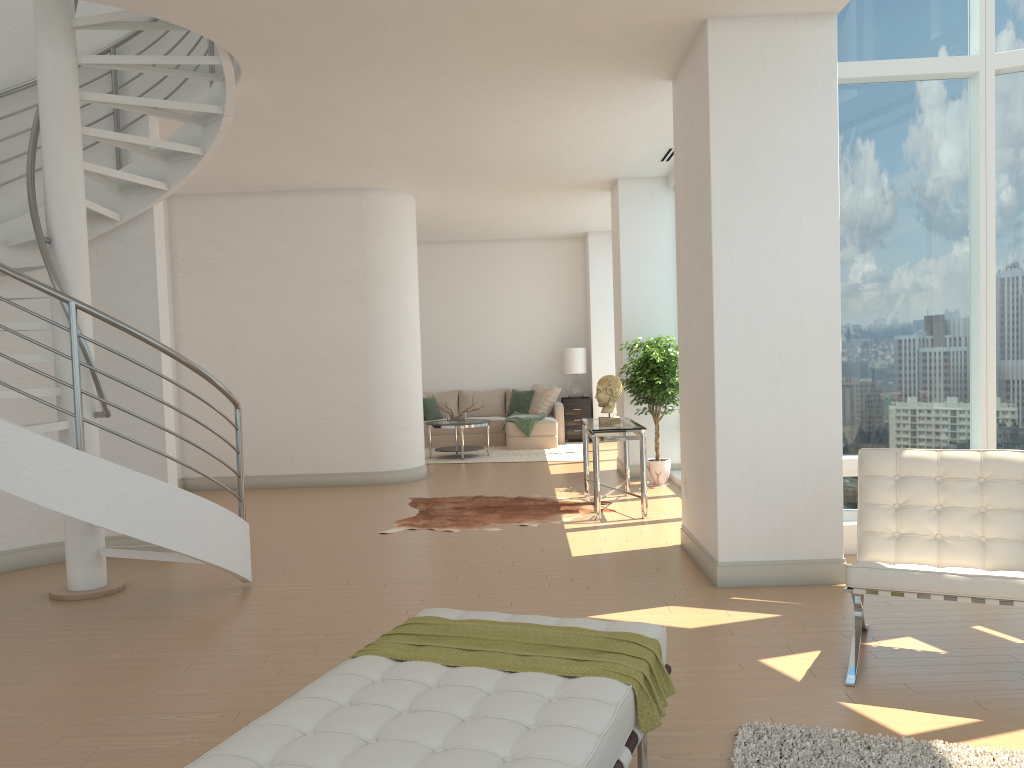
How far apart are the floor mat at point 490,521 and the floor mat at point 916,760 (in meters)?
4.24

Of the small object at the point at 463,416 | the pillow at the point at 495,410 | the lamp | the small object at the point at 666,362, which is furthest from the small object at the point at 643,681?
the pillow at the point at 495,410

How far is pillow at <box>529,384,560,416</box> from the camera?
14.14m

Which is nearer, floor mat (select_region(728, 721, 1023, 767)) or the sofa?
floor mat (select_region(728, 721, 1023, 767))

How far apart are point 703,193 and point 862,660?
2.87m

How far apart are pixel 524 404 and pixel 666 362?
5.37m

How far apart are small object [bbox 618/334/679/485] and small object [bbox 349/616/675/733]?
6.1 meters

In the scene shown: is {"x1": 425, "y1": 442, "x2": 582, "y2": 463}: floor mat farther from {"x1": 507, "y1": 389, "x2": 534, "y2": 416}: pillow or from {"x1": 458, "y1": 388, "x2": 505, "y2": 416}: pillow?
{"x1": 458, "y1": 388, "x2": 505, "y2": 416}: pillow

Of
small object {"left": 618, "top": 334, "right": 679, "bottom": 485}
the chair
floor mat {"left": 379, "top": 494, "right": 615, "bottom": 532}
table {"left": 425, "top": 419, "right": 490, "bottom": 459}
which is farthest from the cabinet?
the chair

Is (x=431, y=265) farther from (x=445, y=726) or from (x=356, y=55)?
(x=445, y=726)
